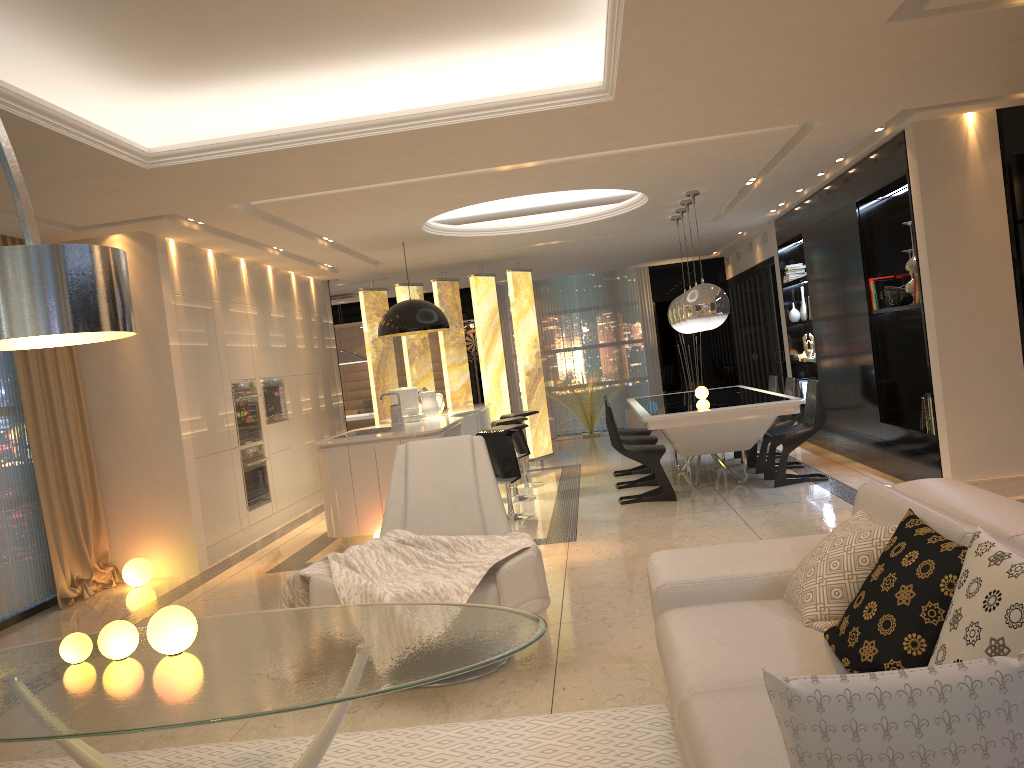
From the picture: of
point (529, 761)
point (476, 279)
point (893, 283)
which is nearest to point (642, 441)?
point (893, 283)

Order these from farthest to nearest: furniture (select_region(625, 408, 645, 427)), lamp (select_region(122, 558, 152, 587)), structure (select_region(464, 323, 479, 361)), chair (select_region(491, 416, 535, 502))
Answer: structure (select_region(464, 323, 479, 361)) → furniture (select_region(625, 408, 645, 427)) → chair (select_region(491, 416, 535, 502)) → lamp (select_region(122, 558, 152, 587))

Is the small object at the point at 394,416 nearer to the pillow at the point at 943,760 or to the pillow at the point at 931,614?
the pillow at the point at 931,614

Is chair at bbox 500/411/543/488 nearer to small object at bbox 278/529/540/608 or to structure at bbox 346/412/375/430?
structure at bbox 346/412/375/430

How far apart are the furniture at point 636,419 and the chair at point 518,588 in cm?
974

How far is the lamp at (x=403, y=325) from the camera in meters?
8.3 m

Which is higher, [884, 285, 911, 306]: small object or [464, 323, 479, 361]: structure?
[464, 323, 479, 361]: structure

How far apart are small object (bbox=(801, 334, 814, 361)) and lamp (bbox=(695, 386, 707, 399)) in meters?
2.2 m

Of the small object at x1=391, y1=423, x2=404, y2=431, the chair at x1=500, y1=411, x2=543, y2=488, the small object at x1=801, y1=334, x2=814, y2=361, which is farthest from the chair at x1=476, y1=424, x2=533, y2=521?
the small object at x1=801, y1=334, x2=814, y2=361

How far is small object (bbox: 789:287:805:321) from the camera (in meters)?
10.32
